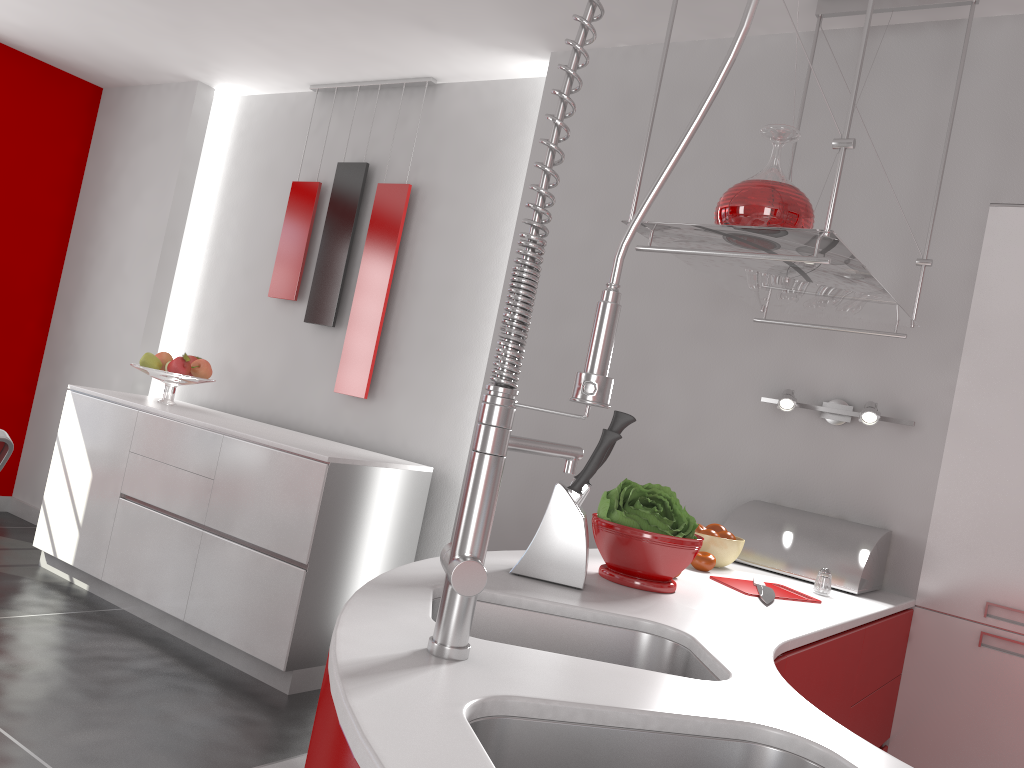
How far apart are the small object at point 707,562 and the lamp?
0.67m

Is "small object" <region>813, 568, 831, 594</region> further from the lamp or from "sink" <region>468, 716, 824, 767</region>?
"sink" <region>468, 716, 824, 767</region>

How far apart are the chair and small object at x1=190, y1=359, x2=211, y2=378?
1.9 meters

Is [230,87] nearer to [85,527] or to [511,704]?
[85,527]

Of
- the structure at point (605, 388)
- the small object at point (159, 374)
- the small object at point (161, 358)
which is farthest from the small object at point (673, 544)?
the small object at point (161, 358)

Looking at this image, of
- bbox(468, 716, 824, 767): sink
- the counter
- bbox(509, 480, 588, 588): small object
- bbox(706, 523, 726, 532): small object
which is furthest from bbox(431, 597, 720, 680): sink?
bbox(706, 523, 726, 532): small object

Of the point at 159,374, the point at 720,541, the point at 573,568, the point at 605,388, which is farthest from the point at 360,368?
the point at 605,388

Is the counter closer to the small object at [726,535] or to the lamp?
the small object at [726,535]

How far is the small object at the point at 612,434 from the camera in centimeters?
160cm

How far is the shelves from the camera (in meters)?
1.80
